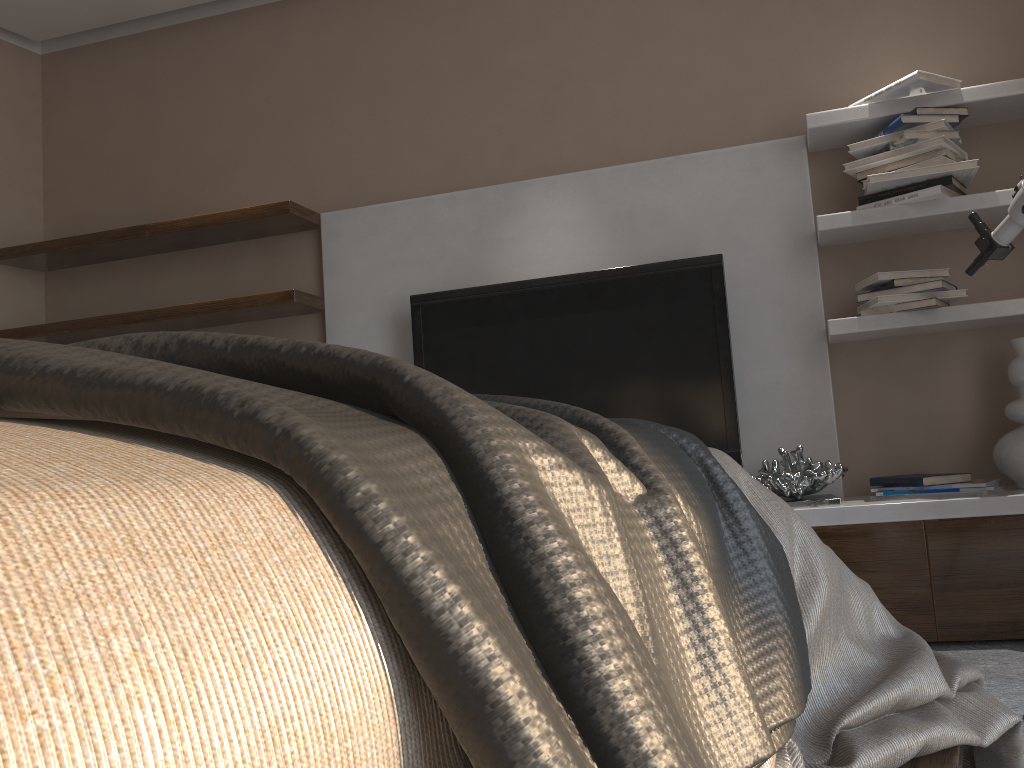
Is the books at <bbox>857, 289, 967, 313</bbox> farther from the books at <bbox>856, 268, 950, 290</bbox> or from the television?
the television

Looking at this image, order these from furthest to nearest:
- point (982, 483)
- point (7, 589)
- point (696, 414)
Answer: point (696, 414), point (982, 483), point (7, 589)

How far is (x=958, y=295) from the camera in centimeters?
250cm

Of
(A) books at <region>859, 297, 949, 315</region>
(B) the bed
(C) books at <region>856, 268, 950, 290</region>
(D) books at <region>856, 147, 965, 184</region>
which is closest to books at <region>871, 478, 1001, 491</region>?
(A) books at <region>859, 297, 949, 315</region>

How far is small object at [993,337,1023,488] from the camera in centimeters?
237cm

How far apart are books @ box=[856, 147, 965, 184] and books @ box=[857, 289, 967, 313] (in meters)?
0.39

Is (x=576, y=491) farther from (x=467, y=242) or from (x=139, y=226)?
(x=139, y=226)

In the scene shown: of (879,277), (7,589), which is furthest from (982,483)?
(7,589)

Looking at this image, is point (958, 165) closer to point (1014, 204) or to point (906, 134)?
point (906, 134)

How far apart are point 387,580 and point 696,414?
2.5m
